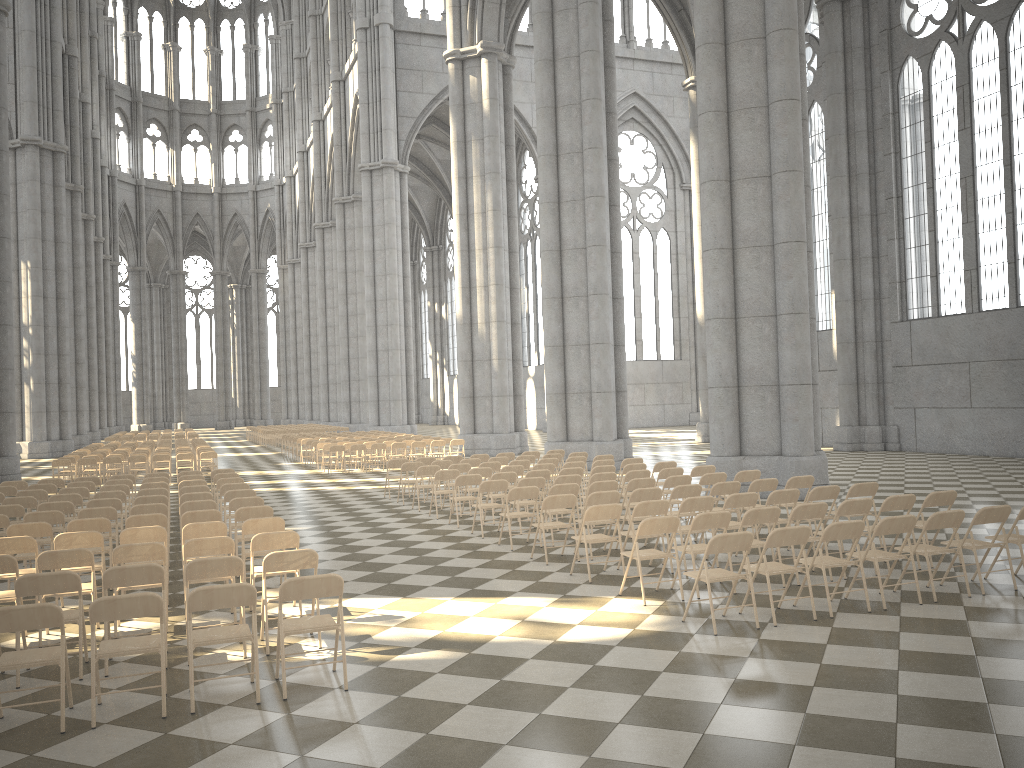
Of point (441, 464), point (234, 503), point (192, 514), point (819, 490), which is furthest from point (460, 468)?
point (819, 490)

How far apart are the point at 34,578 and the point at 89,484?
9.2 meters

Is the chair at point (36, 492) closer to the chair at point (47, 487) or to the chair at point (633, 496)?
the chair at point (47, 487)

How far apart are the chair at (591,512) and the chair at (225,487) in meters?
6.3 m

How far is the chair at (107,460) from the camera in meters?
22.6 m

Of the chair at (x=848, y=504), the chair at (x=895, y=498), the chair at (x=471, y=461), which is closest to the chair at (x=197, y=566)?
the chair at (x=848, y=504)

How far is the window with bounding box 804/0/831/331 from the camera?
29.5m

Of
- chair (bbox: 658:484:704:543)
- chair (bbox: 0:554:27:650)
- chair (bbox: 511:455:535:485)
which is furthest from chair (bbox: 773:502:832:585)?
chair (bbox: 511:455:535:485)

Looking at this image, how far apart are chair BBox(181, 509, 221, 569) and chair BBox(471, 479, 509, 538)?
3.8 meters

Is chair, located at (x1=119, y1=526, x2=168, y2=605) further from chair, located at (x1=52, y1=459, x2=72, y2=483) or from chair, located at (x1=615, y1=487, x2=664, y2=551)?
chair, located at (x1=52, y1=459, x2=72, y2=483)
